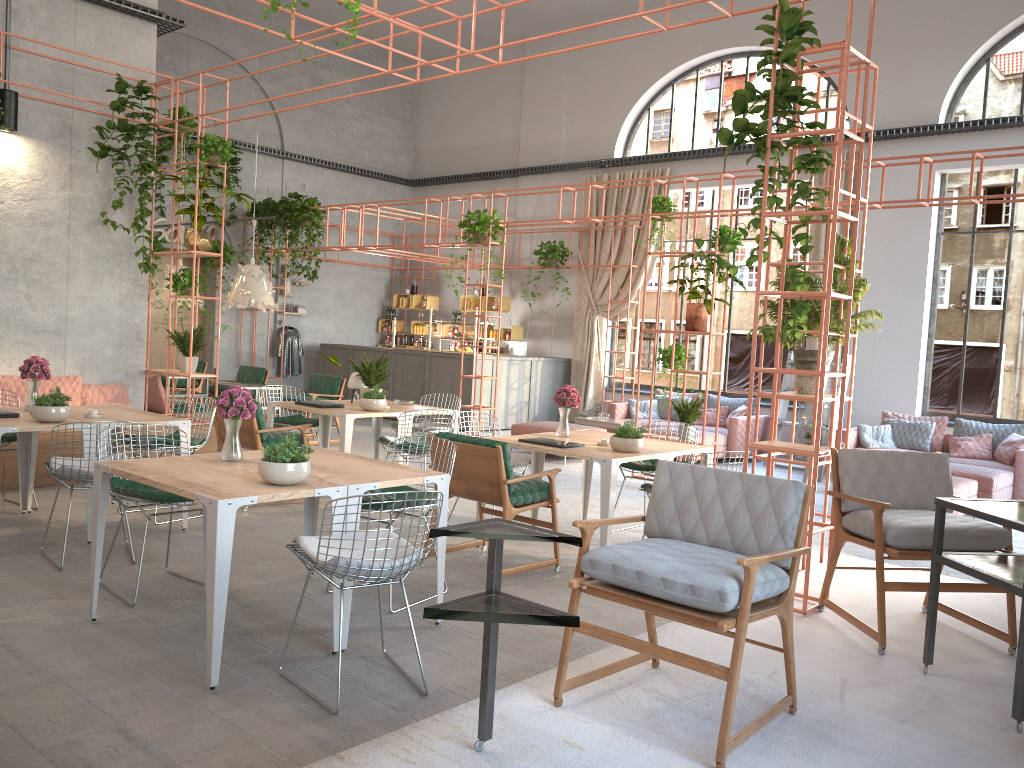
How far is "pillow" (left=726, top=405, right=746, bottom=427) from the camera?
12.62m

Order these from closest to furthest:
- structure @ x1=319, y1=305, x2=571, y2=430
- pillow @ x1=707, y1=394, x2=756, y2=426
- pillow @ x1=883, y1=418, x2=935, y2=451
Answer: pillow @ x1=883, y1=418, x2=935, y2=451 < pillow @ x1=707, y1=394, x2=756, y2=426 < structure @ x1=319, y1=305, x2=571, y2=430

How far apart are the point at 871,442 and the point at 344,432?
7.0m

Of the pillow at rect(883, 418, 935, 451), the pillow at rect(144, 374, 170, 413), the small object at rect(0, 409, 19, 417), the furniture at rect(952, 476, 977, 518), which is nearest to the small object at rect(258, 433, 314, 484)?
the small object at rect(0, 409, 19, 417)

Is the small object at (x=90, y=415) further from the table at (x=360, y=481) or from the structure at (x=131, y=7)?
the structure at (x=131, y=7)

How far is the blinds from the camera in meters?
14.9

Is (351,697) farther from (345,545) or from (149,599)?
(149,599)

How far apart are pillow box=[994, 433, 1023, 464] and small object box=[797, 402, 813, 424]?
2.5m

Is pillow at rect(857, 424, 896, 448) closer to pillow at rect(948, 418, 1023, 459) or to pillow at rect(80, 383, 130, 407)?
pillow at rect(948, 418, 1023, 459)

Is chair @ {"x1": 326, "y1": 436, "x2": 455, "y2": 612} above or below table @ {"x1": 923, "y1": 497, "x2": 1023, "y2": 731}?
below
